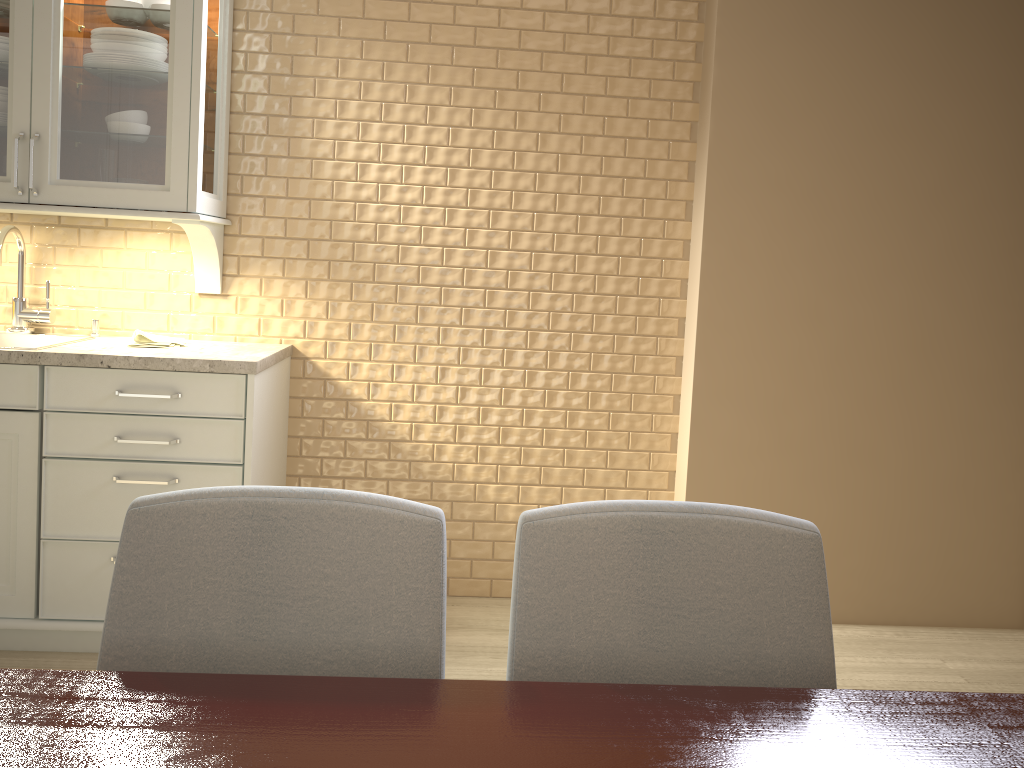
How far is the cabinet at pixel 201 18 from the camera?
2.4m

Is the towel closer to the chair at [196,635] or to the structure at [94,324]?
the structure at [94,324]

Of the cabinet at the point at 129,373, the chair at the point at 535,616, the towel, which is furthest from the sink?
the chair at the point at 535,616

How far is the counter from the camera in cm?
234

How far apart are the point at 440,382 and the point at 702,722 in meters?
2.1

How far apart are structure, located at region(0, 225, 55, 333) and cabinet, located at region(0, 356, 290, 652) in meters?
0.4

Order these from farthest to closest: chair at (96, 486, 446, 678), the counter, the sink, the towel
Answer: the sink < the towel < the counter < chair at (96, 486, 446, 678)

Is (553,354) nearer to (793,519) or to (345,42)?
(345,42)

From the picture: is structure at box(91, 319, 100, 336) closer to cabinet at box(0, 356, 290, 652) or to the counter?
the counter

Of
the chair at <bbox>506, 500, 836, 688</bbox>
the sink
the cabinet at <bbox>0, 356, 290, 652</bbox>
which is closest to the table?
the chair at <bbox>506, 500, 836, 688</bbox>
